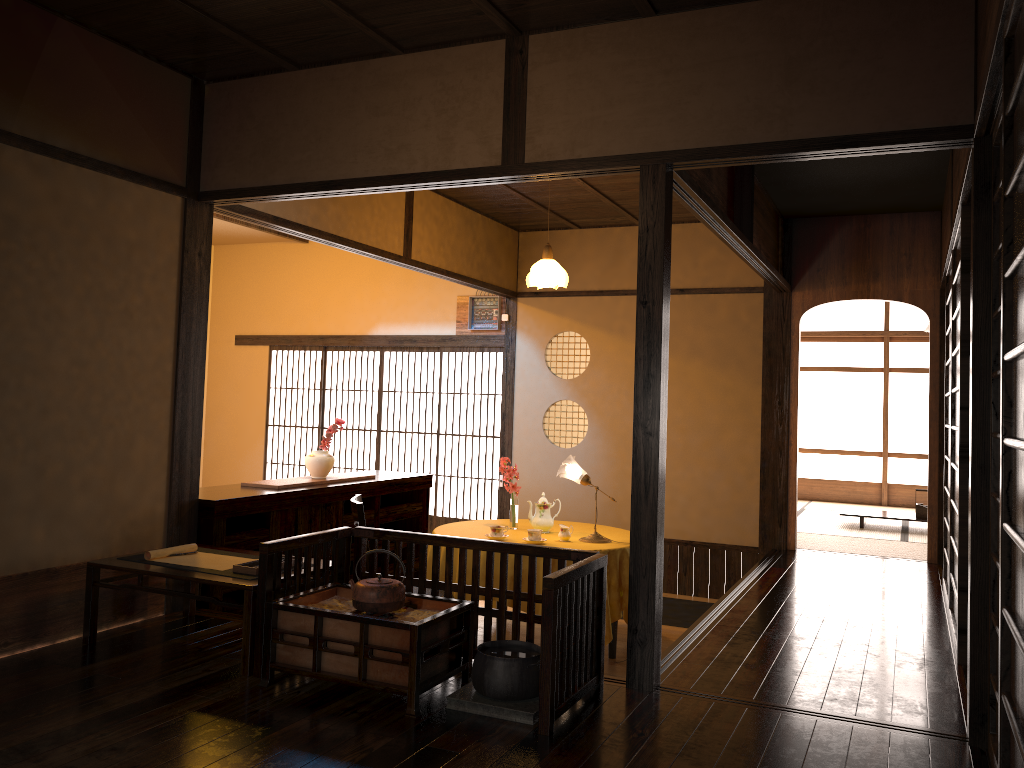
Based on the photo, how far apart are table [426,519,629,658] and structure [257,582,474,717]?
1.53m

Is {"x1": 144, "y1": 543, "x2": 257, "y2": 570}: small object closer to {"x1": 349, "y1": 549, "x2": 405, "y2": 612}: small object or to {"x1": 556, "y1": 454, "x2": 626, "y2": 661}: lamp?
{"x1": 349, "y1": 549, "x2": 405, "y2": 612}: small object

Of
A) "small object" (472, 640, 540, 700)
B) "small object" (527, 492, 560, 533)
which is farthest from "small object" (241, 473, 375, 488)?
"small object" (472, 640, 540, 700)

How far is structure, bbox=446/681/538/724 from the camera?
A: 2.97m

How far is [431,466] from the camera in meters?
11.5

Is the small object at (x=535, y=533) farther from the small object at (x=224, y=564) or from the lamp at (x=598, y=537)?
the small object at (x=224, y=564)

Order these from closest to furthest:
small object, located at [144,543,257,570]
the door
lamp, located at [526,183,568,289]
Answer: small object, located at [144,543,257,570]
lamp, located at [526,183,568,289]
the door

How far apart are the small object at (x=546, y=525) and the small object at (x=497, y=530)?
0.4 meters

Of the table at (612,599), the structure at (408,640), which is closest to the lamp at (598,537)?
the table at (612,599)

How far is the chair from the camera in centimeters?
459cm
